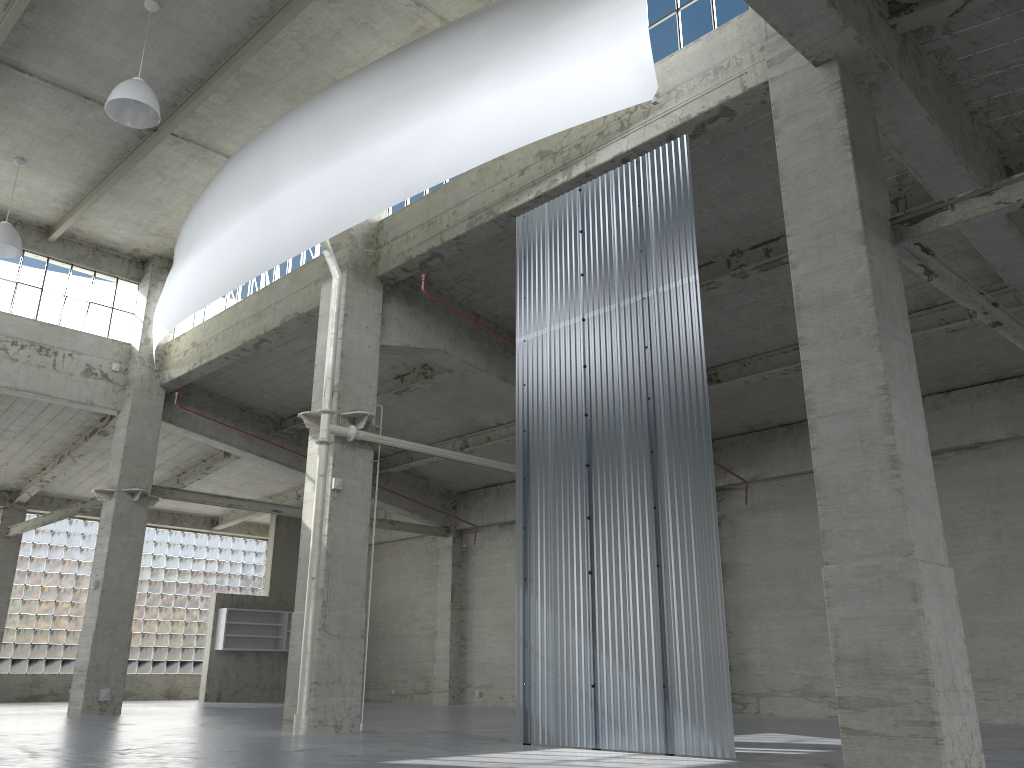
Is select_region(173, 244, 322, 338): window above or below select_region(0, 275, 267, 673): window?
above

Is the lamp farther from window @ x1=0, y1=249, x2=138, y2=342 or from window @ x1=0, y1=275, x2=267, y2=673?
window @ x1=0, y1=275, x2=267, y2=673

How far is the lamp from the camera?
18.55m

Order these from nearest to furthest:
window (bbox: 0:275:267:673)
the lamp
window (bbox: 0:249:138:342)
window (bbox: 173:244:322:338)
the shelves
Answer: the lamp, window (bbox: 173:244:322:338), window (bbox: 0:249:138:342), window (bbox: 0:275:267:673), the shelves

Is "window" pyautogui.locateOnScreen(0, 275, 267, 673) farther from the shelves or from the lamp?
the lamp

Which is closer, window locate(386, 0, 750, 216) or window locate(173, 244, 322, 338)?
window locate(386, 0, 750, 216)

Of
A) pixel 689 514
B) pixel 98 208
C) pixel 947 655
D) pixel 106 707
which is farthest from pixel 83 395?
pixel 947 655

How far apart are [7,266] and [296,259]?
10.7 meters

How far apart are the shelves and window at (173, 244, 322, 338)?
15.4 meters

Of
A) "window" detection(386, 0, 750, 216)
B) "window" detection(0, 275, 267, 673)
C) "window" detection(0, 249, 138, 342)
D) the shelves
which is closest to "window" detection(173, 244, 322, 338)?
"window" detection(0, 249, 138, 342)
